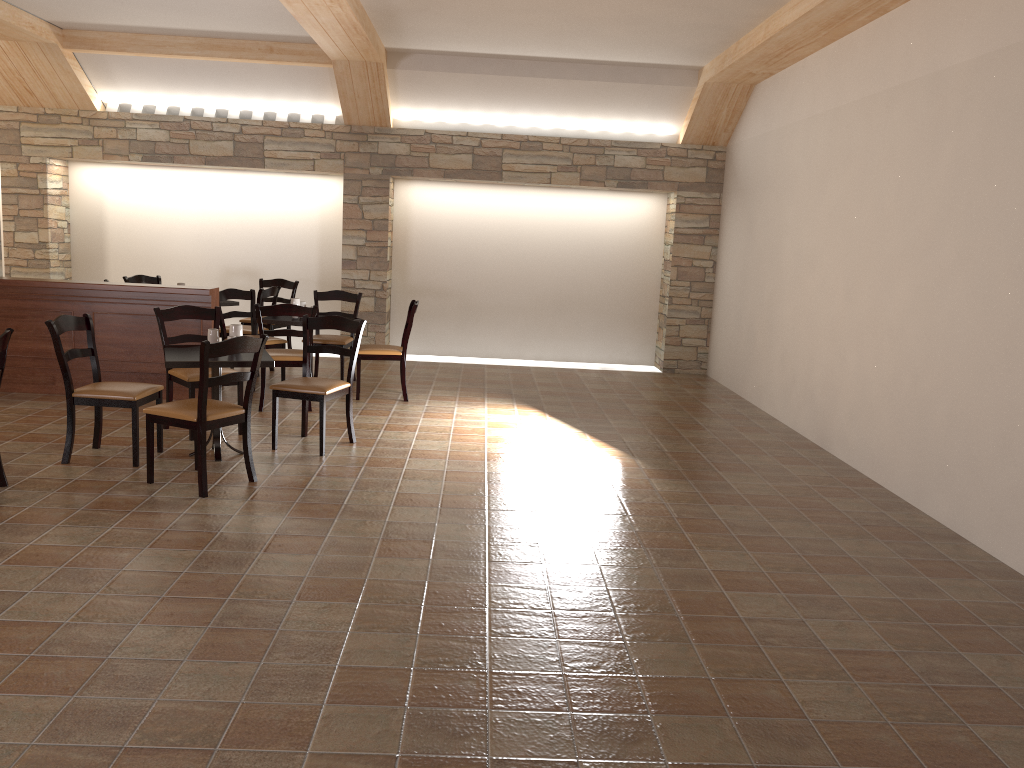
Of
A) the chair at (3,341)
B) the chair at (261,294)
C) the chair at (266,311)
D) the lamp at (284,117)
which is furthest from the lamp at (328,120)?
the chair at (3,341)

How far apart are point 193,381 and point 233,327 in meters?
0.6 m

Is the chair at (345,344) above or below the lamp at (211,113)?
below

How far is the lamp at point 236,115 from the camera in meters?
9.6 m

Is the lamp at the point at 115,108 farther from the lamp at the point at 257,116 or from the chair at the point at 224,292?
the chair at the point at 224,292

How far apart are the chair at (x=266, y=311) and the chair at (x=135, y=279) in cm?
299

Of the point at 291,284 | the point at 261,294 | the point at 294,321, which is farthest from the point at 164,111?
the point at 294,321

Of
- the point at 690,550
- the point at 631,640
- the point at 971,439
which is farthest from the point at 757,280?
the point at 631,640

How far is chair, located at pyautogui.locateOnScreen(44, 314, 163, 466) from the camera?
5.12m

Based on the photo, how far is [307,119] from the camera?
9.6 meters
